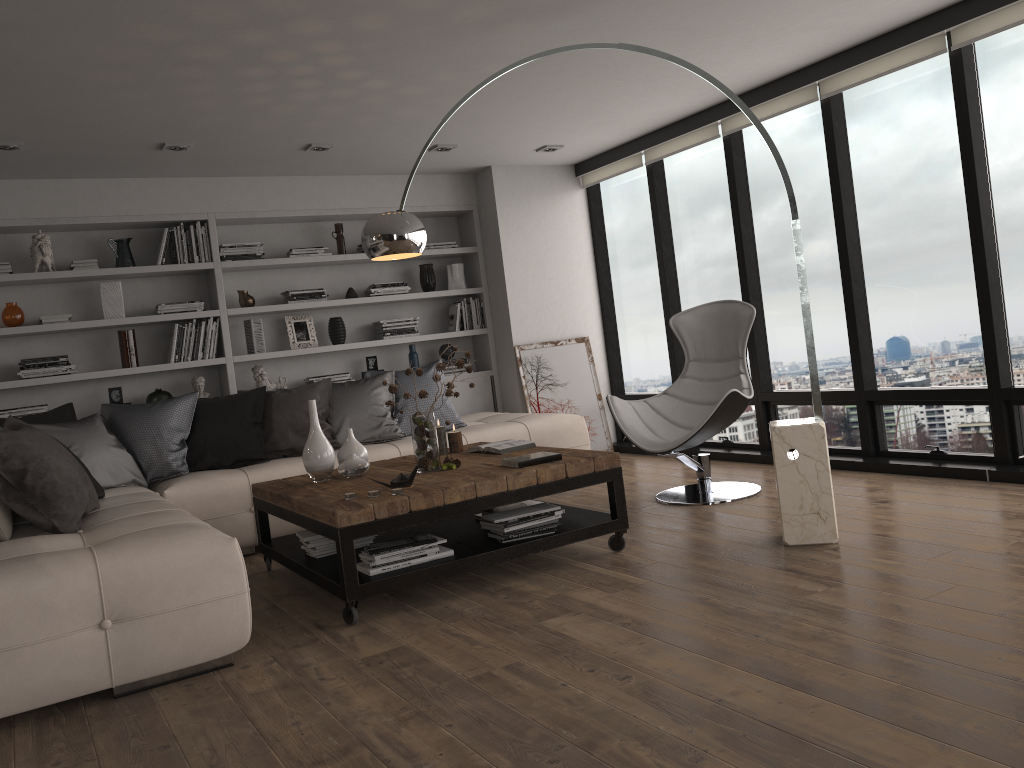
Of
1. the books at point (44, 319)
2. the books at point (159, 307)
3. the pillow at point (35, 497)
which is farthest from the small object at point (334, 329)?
the books at point (44, 319)

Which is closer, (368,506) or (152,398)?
(368,506)

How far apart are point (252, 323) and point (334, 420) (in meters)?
1.32

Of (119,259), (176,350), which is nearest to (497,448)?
(176,350)

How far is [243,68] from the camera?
4.1m

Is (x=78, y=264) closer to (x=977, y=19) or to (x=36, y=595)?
(x=36, y=595)

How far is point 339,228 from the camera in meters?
6.8 m

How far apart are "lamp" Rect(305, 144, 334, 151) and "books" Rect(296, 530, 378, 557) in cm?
276

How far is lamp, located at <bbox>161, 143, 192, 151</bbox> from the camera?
5.3m

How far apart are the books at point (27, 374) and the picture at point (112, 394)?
0.32m
